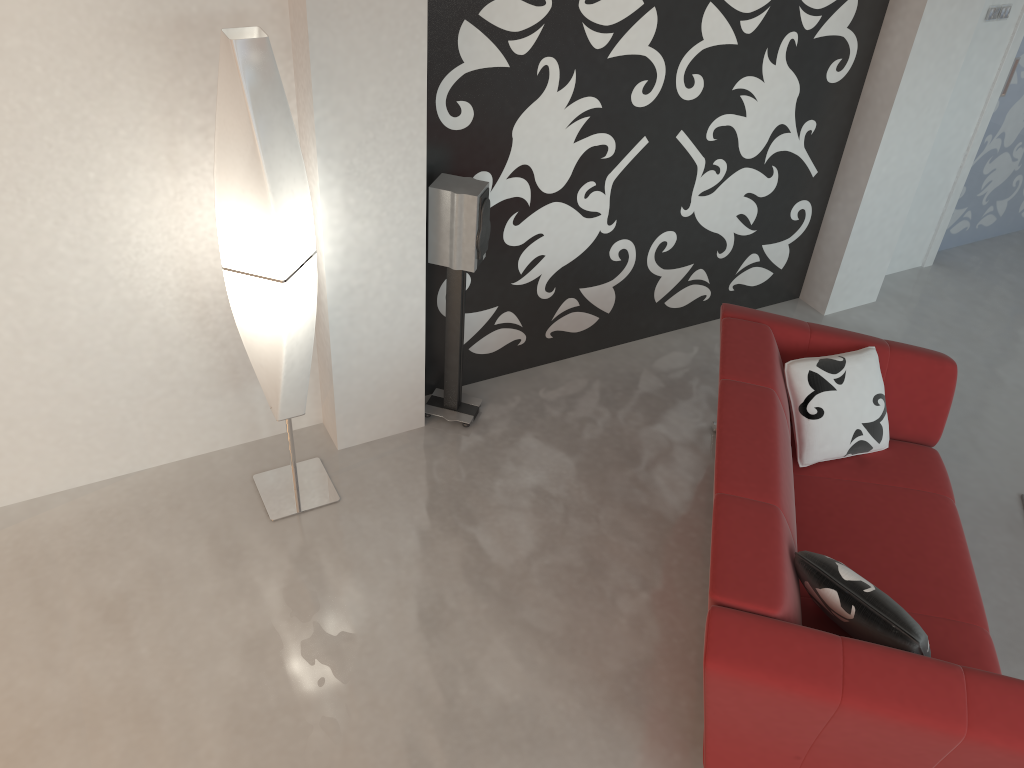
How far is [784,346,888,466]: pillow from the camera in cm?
325

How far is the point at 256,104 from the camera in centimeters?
255cm

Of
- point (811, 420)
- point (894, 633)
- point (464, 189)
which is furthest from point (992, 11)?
point (894, 633)

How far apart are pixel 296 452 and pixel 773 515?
2.0m

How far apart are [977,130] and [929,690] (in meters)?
→ 3.81

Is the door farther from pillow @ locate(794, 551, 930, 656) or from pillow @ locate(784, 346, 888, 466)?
pillow @ locate(794, 551, 930, 656)

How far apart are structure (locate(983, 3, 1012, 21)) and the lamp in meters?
3.7

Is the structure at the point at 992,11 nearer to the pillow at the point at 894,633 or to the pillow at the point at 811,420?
the pillow at the point at 811,420

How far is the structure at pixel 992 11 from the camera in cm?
444

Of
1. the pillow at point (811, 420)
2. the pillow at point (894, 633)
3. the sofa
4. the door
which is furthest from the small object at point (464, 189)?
the door
